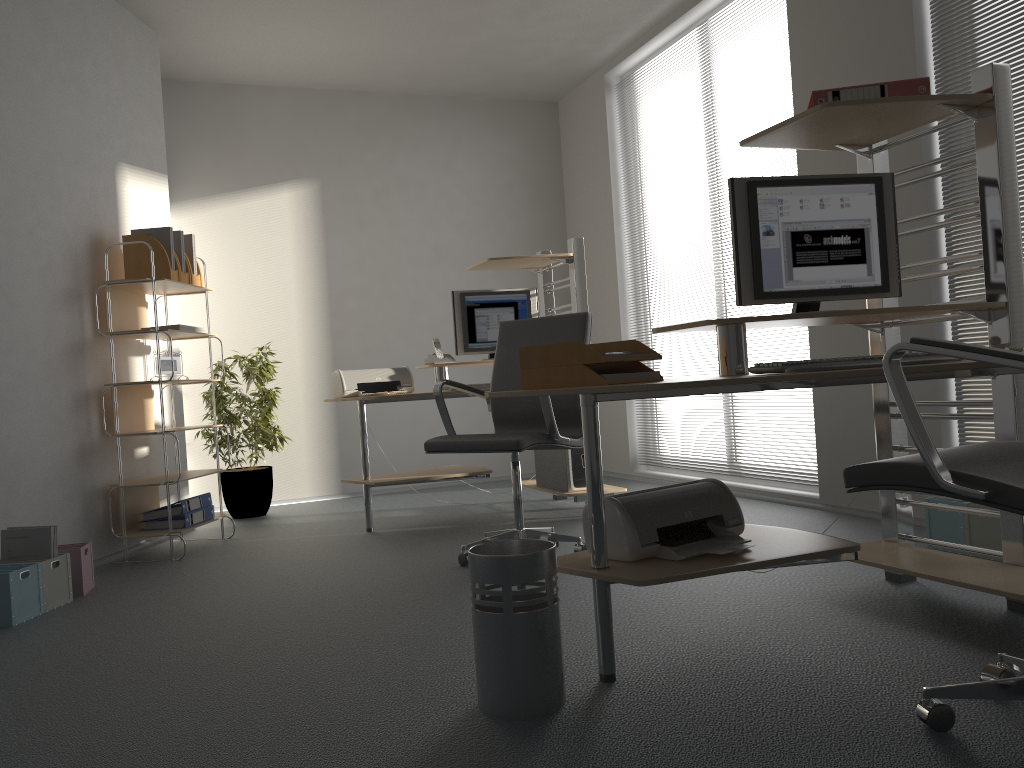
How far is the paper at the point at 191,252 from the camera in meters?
4.8 m

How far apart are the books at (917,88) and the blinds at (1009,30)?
1.15m

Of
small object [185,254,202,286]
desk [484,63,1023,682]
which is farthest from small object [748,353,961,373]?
small object [185,254,202,286]

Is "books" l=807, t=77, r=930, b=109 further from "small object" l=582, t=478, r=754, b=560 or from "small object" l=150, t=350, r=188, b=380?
"small object" l=150, t=350, r=188, b=380

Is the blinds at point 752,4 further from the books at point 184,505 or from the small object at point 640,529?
the books at point 184,505

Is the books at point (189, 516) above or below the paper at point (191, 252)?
below

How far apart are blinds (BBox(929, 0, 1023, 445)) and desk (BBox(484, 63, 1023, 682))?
0.89m

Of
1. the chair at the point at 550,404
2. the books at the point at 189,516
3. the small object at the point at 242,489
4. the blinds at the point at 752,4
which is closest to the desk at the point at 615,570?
the chair at the point at 550,404

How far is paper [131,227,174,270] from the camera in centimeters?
457cm

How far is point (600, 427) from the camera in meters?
6.8 m
